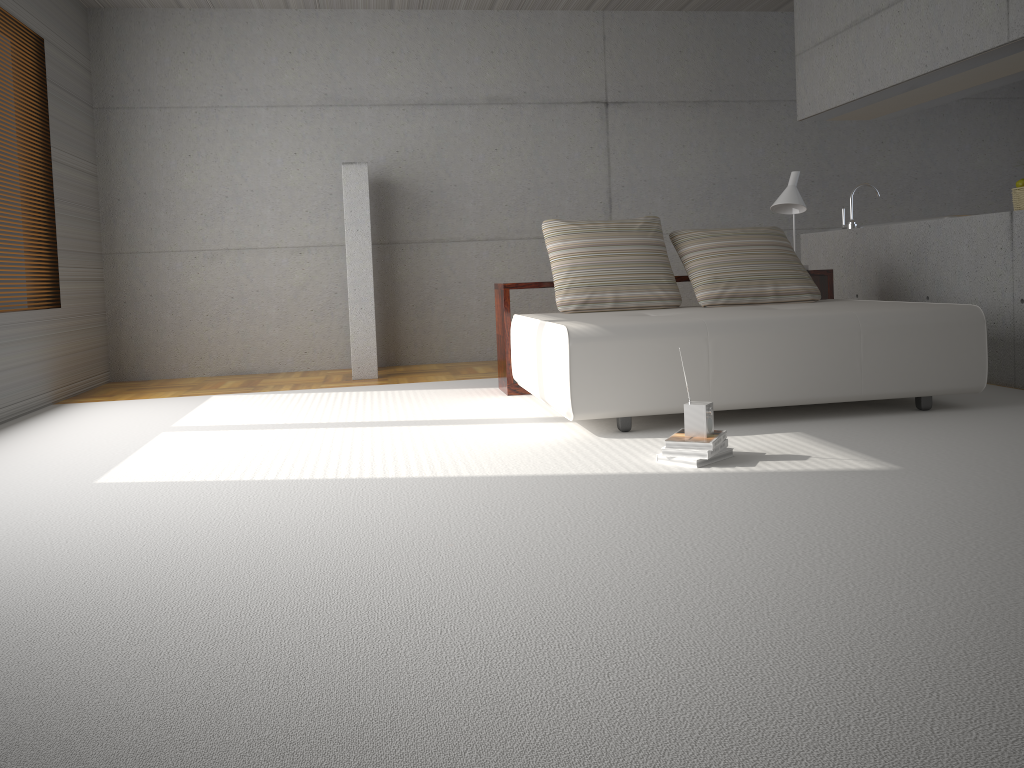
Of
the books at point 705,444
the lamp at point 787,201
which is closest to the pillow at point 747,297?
the lamp at point 787,201

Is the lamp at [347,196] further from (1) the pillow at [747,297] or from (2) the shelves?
(1) the pillow at [747,297]

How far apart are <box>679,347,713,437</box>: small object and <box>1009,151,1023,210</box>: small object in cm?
310

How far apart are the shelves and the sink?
0.95m

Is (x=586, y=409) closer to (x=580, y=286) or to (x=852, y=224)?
(x=580, y=286)

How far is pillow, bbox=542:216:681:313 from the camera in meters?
5.3

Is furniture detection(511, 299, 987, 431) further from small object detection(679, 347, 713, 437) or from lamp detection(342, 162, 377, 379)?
lamp detection(342, 162, 377, 379)

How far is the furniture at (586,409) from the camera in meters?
4.1 m

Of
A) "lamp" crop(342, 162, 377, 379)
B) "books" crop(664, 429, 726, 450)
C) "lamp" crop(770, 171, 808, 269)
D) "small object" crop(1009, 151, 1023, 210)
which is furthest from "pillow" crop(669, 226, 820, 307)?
"lamp" crop(342, 162, 377, 379)

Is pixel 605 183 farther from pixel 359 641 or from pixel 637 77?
pixel 359 641
